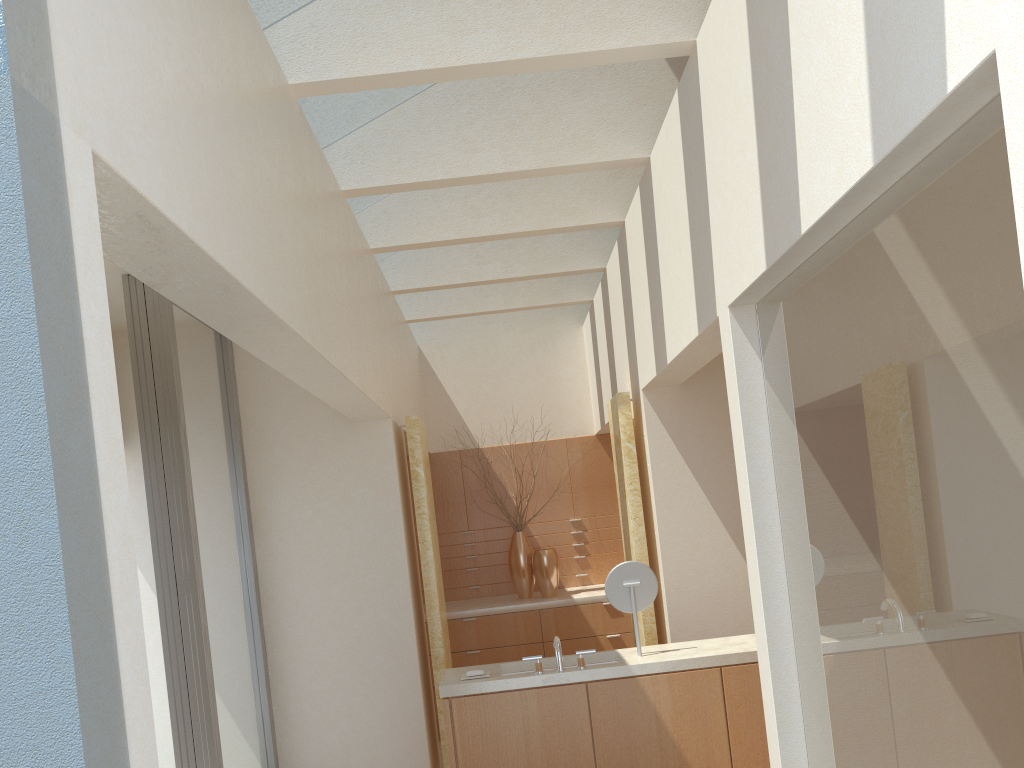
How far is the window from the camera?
10.0 meters

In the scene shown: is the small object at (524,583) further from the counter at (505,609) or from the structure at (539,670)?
the structure at (539,670)

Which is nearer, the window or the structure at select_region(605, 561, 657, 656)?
the window

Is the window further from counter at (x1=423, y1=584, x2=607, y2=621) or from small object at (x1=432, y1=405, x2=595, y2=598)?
small object at (x1=432, y1=405, x2=595, y2=598)

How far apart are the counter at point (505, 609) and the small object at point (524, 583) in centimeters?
12cm

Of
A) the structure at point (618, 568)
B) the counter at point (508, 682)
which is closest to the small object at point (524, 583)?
the counter at point (508, 682)

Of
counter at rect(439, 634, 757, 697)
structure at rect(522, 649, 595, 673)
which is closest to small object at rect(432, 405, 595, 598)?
counter at rect(439, 634, 757, 697)

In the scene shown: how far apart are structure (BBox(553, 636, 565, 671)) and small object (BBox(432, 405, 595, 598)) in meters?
7.5

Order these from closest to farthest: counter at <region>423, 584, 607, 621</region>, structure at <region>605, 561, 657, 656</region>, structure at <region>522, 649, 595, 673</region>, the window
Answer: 1. structure at <region>522, 649, 595, 673</region>
2. the window
3. structure at <region>605, 561, 657, 656</region>
4. counter at <region>423, 584, 607, 621</region>

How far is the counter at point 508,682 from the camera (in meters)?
9.68
